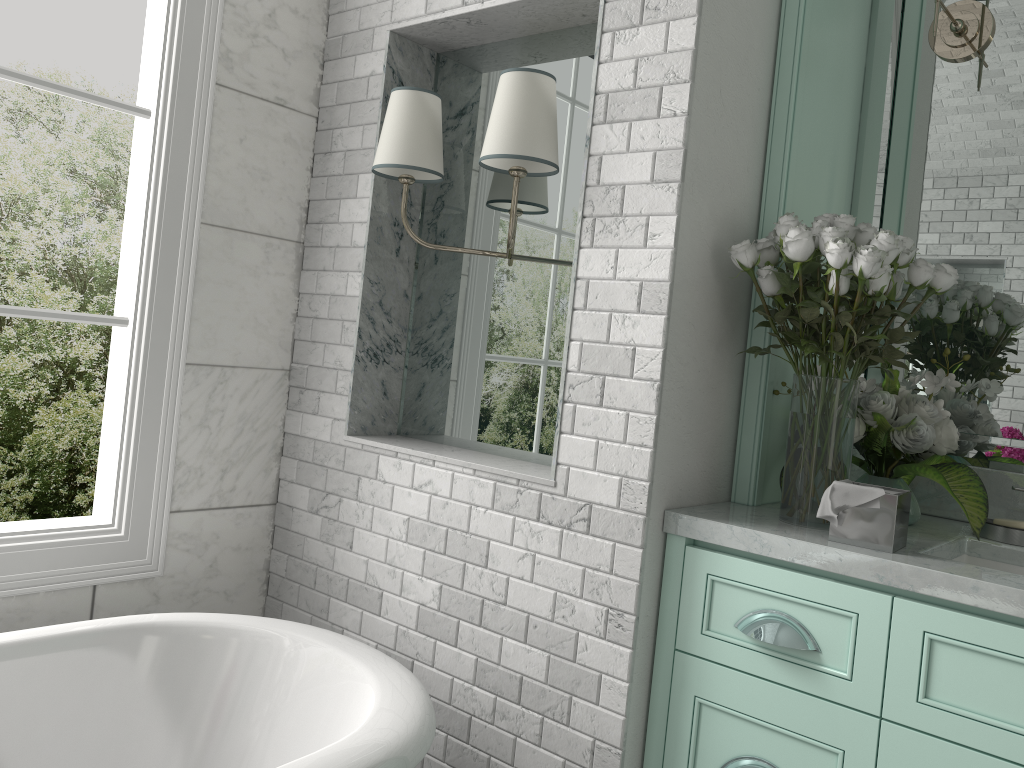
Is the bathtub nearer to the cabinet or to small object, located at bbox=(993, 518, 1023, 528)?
the cabinet

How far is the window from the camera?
2.10m

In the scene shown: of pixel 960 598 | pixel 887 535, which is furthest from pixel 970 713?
pixel 887 535

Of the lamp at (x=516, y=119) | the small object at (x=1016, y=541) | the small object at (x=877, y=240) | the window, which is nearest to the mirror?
the small object at (x=1016, y=541)

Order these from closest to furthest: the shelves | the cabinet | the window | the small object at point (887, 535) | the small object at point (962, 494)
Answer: the cabinet → the small object at point (887, 535) → the small object at point (962, 494) → the shelves → the window

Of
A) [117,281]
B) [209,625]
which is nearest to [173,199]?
[117,281]

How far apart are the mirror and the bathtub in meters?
1.4 m

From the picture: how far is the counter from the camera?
1.47m

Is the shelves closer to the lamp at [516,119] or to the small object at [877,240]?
the small object at [877,240]

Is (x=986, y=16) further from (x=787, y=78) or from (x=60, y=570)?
(x=60, y=570)
